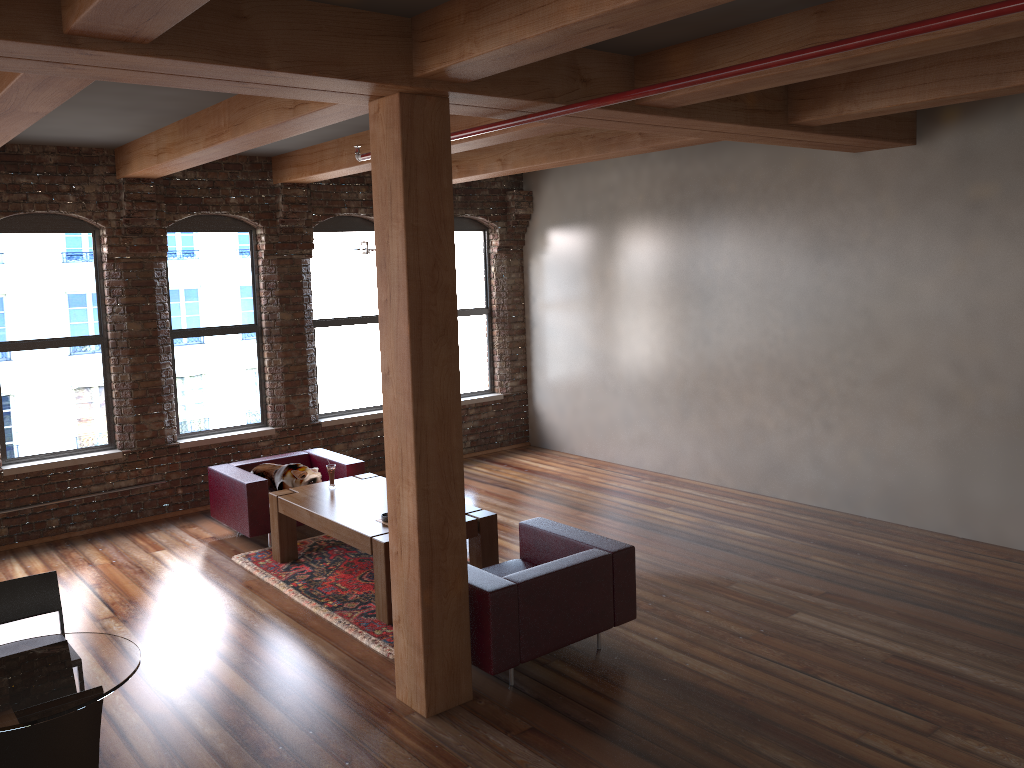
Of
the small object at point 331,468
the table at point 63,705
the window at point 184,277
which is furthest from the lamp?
the table at point 63,705

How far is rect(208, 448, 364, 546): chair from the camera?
7.12m

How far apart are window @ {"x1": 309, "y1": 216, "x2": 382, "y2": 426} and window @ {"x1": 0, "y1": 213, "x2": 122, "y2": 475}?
2.06m

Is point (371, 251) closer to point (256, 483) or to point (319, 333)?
point (256, 483)

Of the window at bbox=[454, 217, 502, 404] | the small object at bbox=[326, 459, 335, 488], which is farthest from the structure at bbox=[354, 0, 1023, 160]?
the window at bbox=[454, 217, 502, 404]

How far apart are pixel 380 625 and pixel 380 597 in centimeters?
17cm

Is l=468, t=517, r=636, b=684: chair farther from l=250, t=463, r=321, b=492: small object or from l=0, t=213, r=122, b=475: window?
l=0, t=213, r=122, b=475: window

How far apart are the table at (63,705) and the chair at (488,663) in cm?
183

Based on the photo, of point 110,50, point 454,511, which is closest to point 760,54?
point 454,511

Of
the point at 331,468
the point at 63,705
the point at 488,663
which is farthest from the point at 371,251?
the point at 63,705
